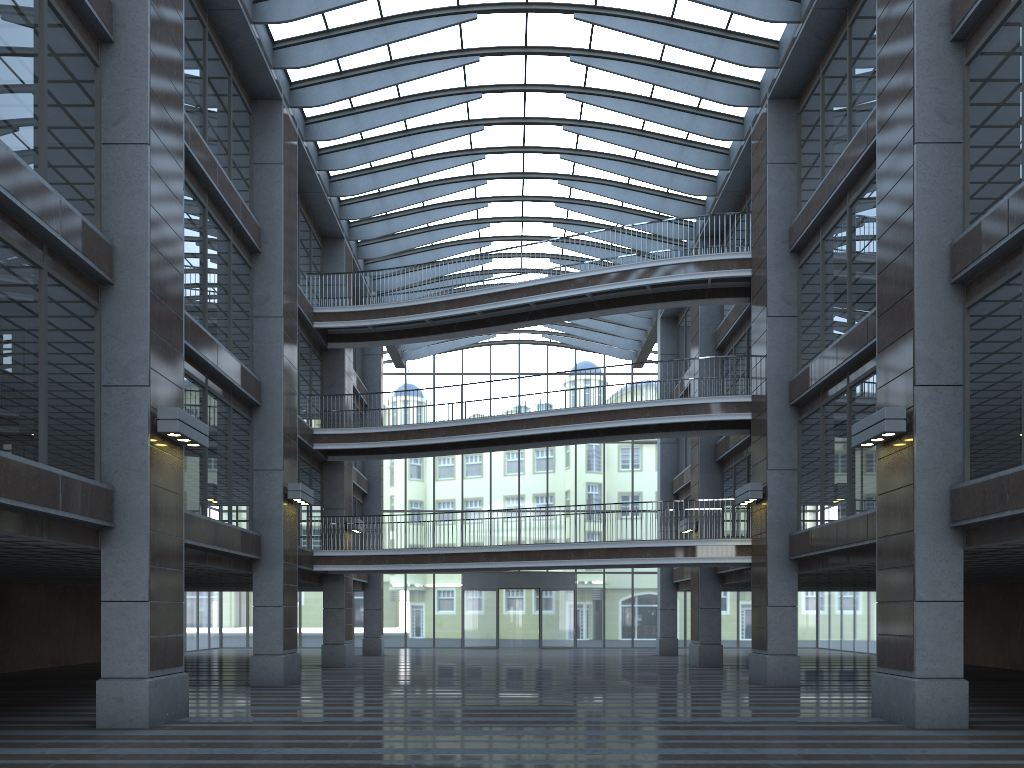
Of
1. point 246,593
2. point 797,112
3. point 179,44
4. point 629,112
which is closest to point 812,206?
point 797,112

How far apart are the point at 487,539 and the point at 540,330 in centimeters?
1050cm
